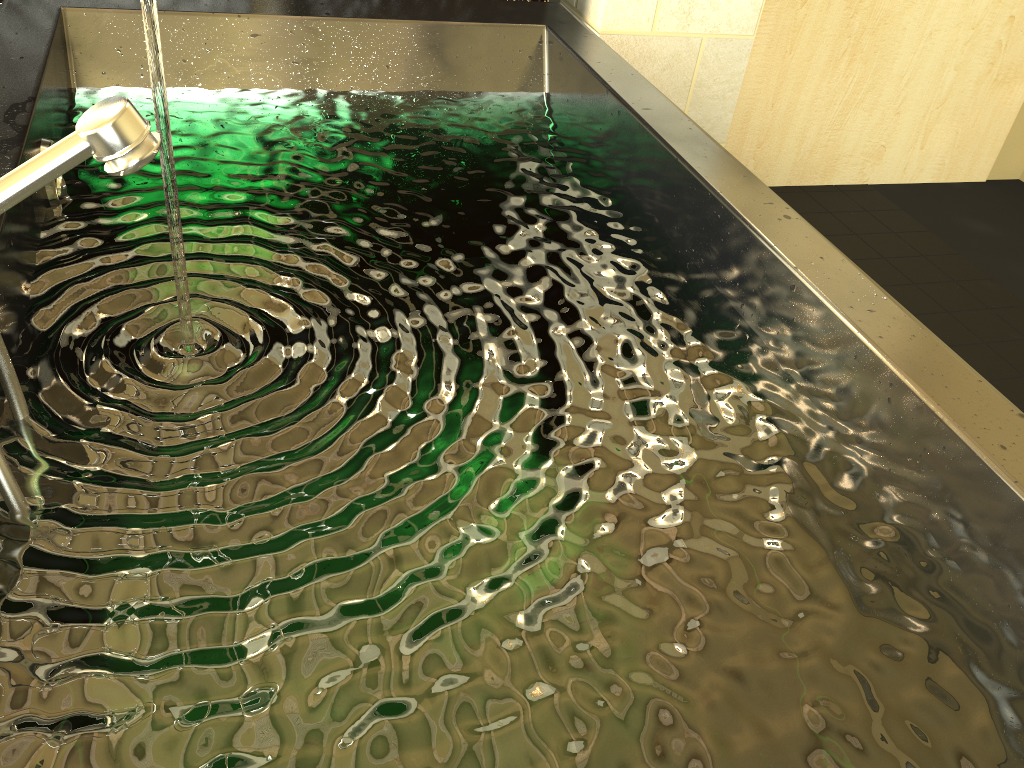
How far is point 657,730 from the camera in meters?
0.7

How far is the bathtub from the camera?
0.7m

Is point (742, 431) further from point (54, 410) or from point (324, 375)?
point (54, 410)

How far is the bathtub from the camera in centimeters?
69cm

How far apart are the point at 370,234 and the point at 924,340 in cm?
73
